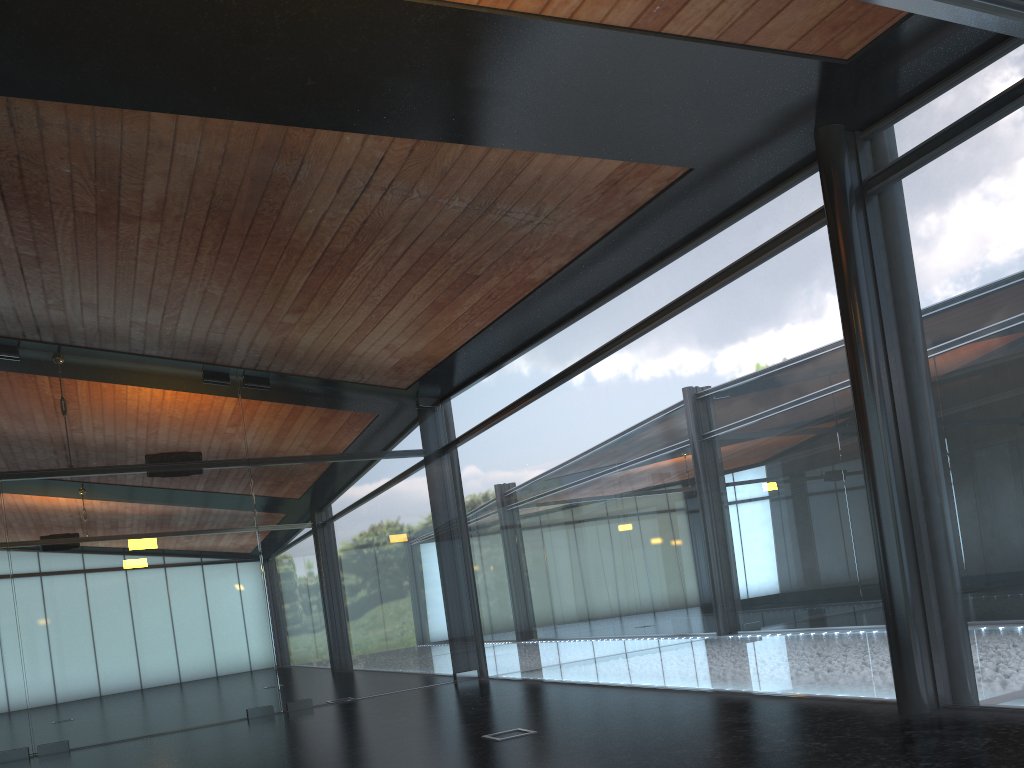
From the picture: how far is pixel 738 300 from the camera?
8.4 meters
